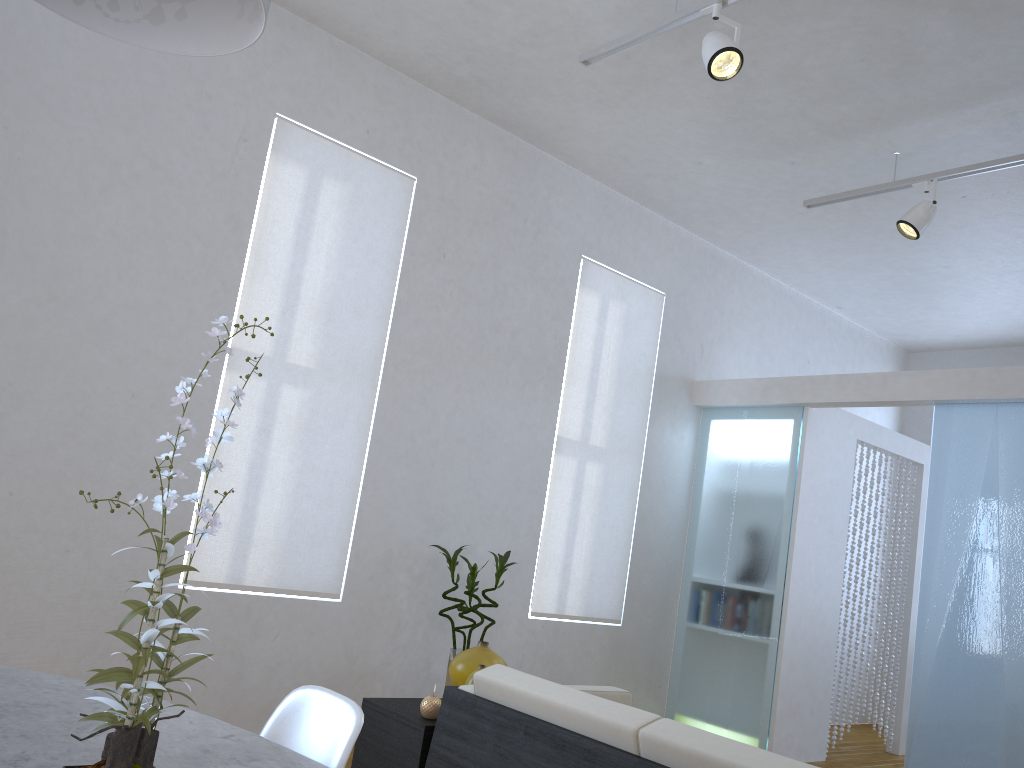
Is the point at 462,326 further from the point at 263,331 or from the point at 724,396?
the point at 724,396

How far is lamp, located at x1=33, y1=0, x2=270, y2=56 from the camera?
1.4m

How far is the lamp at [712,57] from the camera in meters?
3.1

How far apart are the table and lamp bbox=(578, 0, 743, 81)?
2.64m

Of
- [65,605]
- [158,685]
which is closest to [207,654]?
[158,685]

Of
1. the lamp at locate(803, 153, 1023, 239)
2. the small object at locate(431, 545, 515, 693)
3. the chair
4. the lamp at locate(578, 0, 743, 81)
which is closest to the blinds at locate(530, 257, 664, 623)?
the small object at locate(431, 545, 515, 693)

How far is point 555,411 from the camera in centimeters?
509cm

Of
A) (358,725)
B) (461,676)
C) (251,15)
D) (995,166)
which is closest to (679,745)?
(358,725)

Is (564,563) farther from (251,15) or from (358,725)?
(251,15)

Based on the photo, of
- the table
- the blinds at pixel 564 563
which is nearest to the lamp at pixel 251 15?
the table
